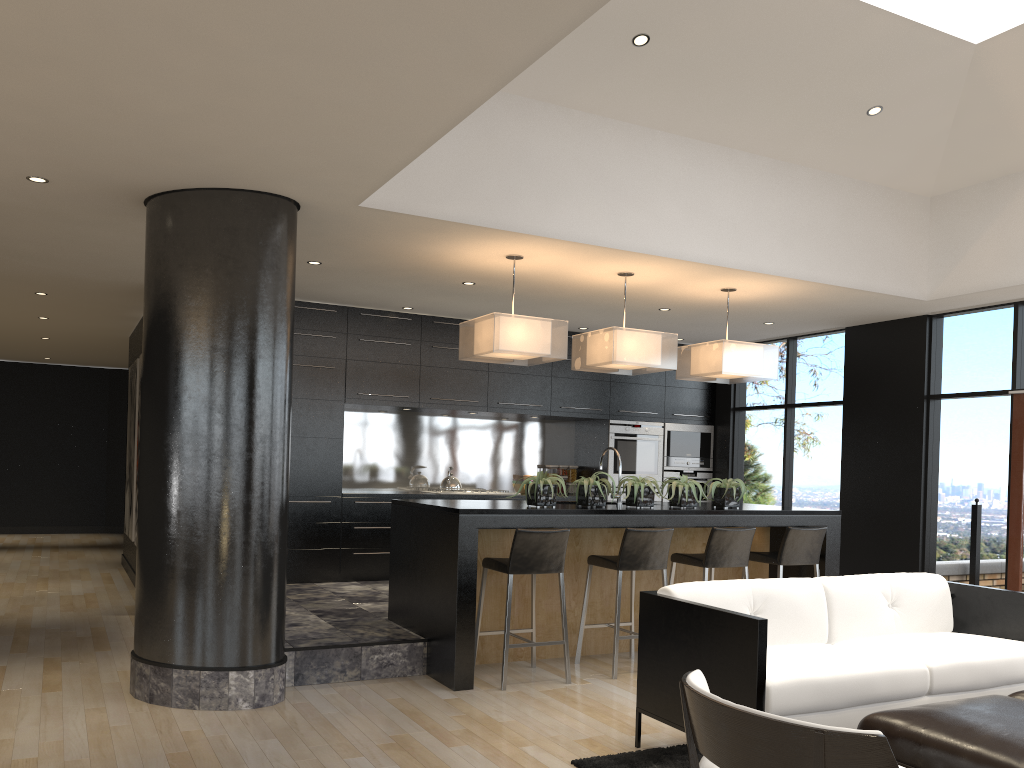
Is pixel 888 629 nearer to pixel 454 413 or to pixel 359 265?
pixel 359 265

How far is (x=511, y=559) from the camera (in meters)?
5.19

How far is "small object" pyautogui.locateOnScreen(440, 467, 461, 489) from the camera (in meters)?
8.63

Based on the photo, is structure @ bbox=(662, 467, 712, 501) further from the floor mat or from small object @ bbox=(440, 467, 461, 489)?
the floor mat

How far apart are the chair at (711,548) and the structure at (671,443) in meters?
3.5 m

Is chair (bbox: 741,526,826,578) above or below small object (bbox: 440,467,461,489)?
below

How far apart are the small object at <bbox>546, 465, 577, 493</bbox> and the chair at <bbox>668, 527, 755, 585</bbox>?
Answer: 3.50m

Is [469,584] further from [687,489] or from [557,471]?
[557,471]

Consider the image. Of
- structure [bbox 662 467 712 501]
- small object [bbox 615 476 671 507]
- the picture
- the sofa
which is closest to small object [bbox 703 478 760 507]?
small object [bbox 615 476 671 507]

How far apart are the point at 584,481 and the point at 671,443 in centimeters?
411cm
